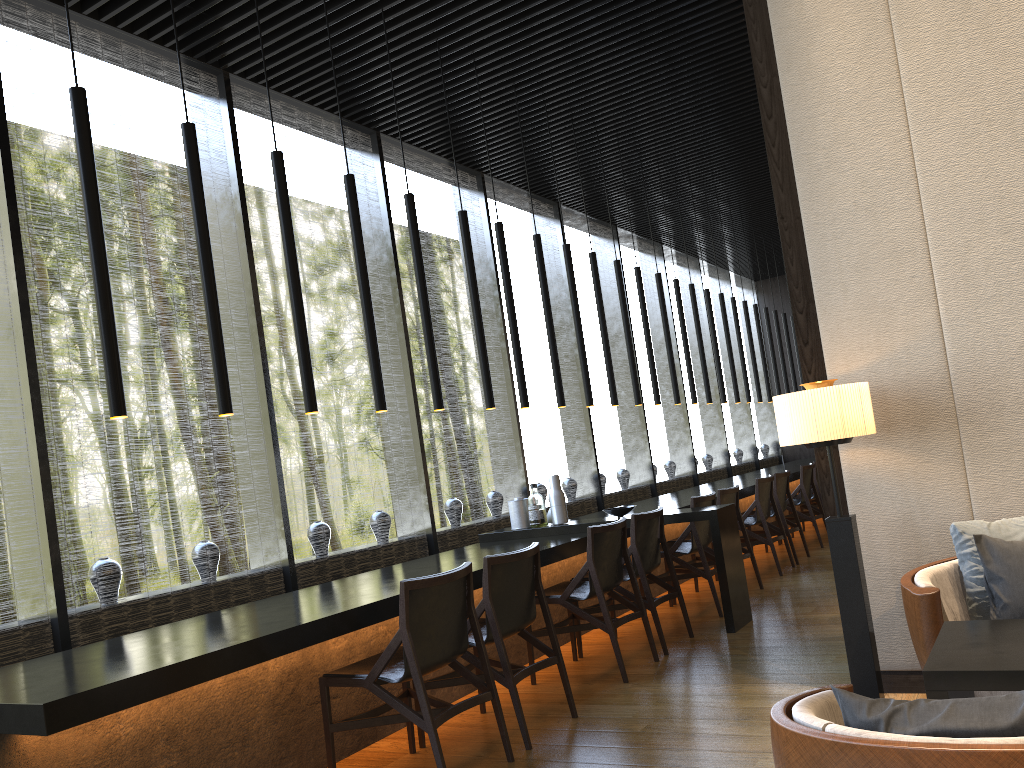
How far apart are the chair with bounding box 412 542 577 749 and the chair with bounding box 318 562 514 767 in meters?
0.1 m

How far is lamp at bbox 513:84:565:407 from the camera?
6.35m

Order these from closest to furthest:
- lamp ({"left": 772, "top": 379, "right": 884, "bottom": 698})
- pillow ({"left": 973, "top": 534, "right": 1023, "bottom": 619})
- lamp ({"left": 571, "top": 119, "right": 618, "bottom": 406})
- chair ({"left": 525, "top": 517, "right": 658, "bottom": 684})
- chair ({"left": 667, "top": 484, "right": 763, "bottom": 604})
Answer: pillow ({"left": 973, "top": 534, "right": 1023, "bottom": 619}), lamp ({"left": 772, "top": 379, "right": 884, "bottom": 698}), chair ({"left": 525, "top": 517, "right": 658, "bottom": 684}), chair ({"left": 667, "top": 484, "right": 763, "bottom": 604}), lamp ({"left": 571, "top": 119, "right": 618, "bottom": 406})

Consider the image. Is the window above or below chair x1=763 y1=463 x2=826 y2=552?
above

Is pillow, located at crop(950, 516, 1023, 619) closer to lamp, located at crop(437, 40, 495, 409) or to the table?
the table

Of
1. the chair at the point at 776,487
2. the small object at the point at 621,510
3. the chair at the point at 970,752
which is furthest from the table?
the chair at the point at 776,487

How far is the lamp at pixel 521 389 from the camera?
5.9m

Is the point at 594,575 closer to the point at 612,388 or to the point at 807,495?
the point at 612,388

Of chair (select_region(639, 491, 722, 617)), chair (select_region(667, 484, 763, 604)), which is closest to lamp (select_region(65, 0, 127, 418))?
chair (select_region(639, 491, 722, 617))

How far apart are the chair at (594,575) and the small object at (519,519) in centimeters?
112cm
